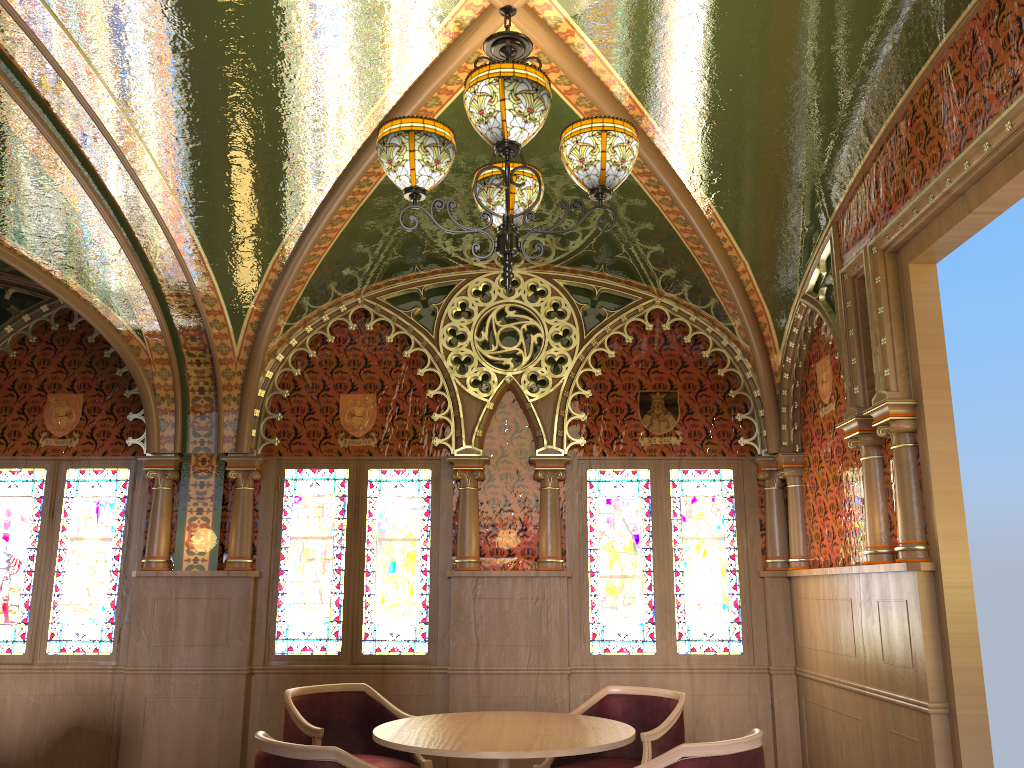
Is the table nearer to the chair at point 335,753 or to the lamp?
the chair at point 335,753

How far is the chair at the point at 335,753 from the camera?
2.97m

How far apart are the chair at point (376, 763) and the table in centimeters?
46cm

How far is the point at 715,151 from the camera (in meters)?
4.41

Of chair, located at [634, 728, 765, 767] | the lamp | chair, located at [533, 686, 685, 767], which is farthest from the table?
the lamp

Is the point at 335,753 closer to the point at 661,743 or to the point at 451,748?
the point at 451,748

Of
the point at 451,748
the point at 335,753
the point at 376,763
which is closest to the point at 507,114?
the point at 335,753

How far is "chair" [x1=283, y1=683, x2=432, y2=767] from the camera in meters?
4.5 m

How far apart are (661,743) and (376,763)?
1.4m

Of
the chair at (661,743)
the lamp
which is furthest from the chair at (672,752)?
the lamp
